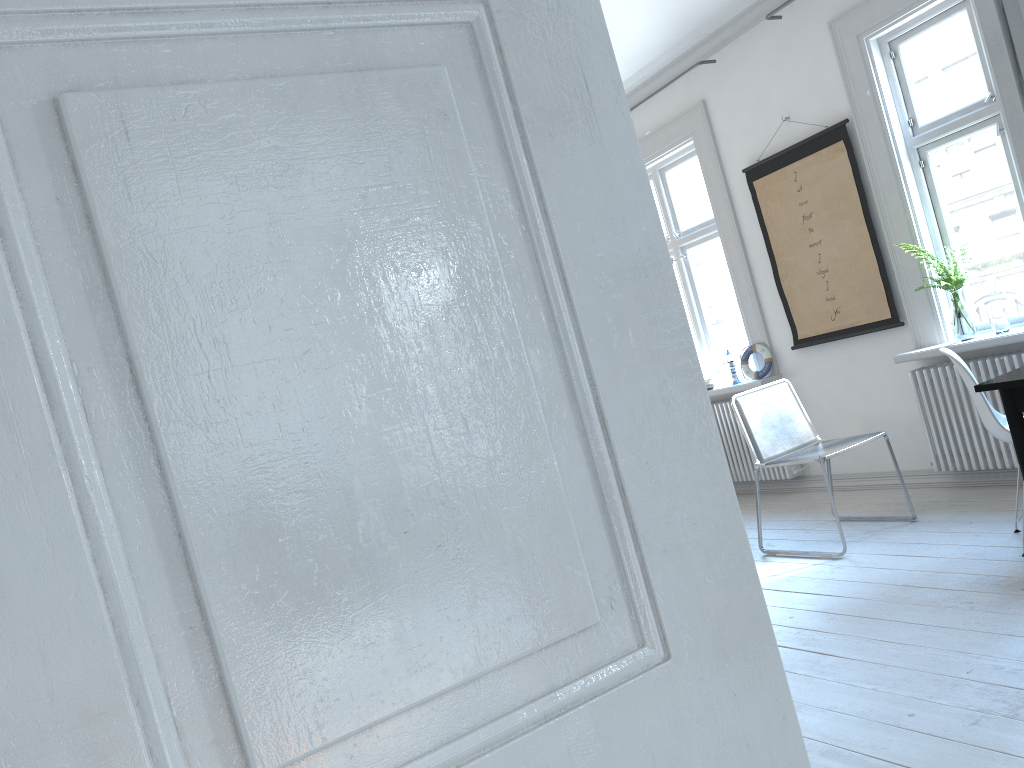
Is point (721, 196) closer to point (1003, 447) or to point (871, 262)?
point (871, 262)

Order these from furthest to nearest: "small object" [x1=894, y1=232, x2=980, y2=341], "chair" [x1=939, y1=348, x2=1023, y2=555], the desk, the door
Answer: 1. "small object" [x1=894, y1=232, x2=980, y2=341]
2. "chair" [x1=939, y1=348, x2=1023, y2=555]
3. the desk
4. the door

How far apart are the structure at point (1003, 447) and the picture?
0.29m

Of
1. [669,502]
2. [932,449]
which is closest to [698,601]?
[669,502]

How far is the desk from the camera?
2.7m

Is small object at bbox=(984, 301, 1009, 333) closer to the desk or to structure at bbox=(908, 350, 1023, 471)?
structure at bbox=(908, 350, 1023, 471)

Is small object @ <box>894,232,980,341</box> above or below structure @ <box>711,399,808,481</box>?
above

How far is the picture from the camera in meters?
4.8

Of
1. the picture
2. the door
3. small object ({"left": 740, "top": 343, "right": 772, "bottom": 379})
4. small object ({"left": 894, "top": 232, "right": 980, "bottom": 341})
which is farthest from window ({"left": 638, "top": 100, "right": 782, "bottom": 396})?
the door

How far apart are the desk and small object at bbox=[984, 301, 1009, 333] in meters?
1.6
